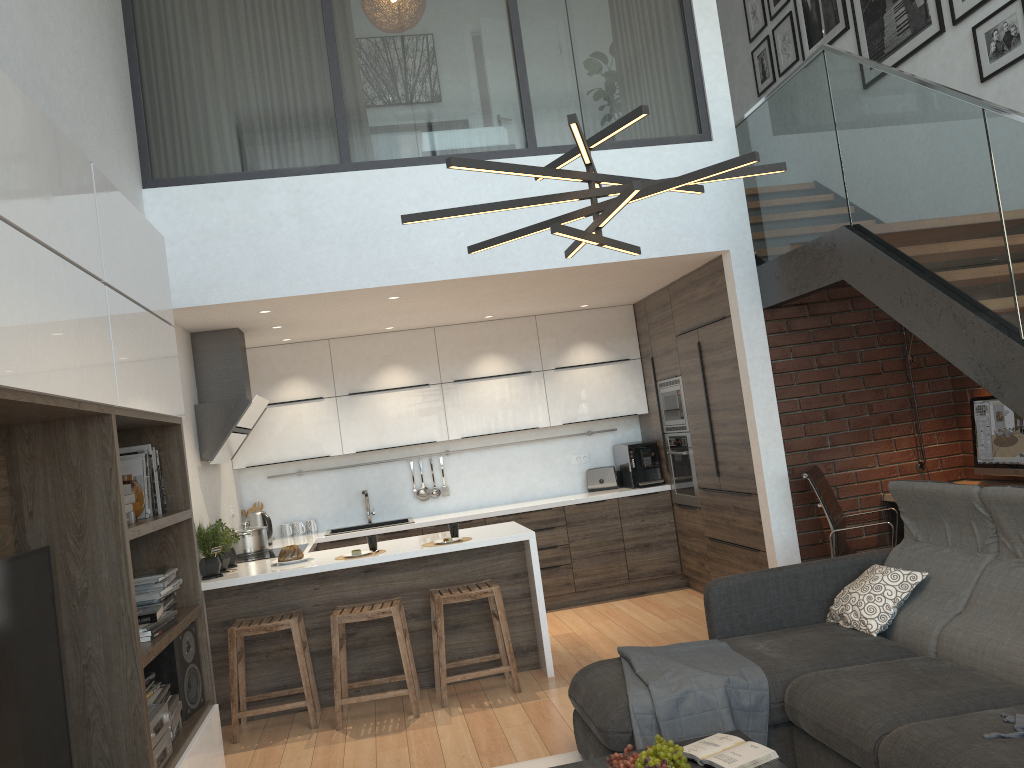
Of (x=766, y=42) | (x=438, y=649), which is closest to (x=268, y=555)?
(x=438, y=649)

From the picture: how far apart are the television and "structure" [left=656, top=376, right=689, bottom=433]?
5.0 meters

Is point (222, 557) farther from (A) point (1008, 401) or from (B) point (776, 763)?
(A) point (1008, 401)

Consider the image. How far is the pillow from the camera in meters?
3.8 m

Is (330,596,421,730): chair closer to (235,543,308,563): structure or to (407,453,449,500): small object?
(235,543,308,563): structure

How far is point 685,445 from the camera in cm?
680

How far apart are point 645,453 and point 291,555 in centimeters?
320cm

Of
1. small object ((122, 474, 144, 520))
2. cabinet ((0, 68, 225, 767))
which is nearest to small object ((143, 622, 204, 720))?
cabinet ((0, 68, 225, 767))

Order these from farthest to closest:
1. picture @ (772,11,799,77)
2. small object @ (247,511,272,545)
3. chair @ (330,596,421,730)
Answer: picture @ (772,11,799,77) → small object @ (247,511,272,545) → chair @ (330,596,421,730)

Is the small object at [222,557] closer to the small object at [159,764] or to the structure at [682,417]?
the small object at [159,764]
